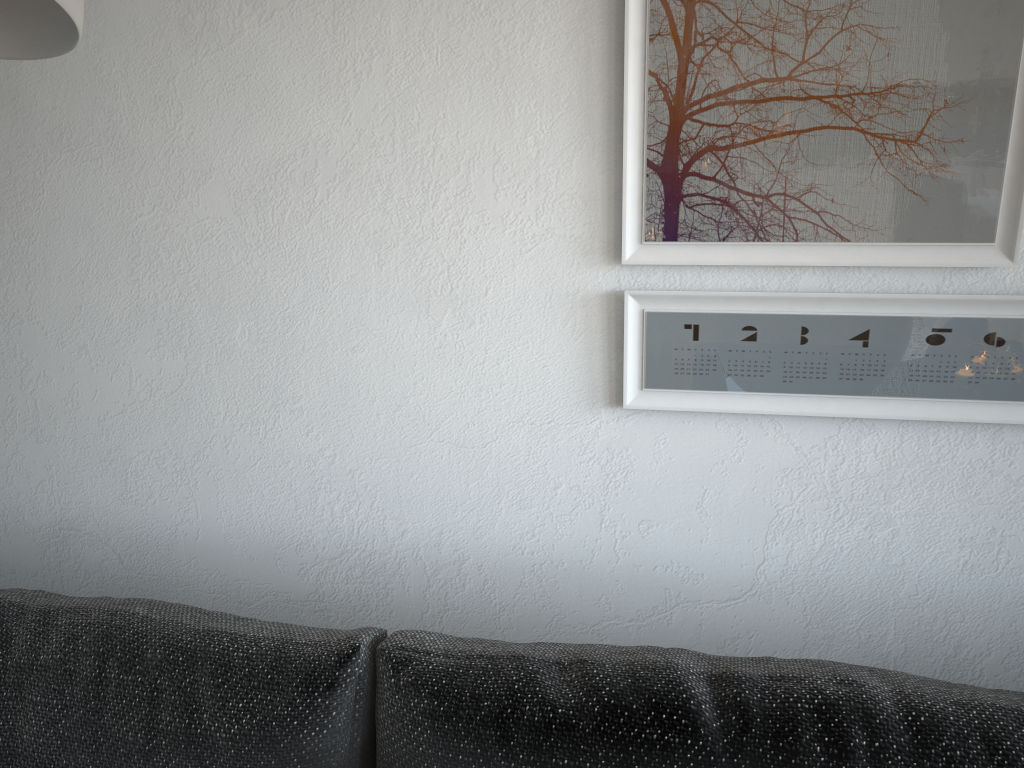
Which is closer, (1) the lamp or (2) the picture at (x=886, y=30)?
(1) the lamp

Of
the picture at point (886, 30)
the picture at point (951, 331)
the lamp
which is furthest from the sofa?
the lamp

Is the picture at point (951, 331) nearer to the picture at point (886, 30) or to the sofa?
the picture at point (886, 30)

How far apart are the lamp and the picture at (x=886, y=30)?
0.6m

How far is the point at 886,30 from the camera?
0.8 meters

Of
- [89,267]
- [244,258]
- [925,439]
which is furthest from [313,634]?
[925,439]

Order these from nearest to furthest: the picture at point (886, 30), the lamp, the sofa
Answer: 1. the lamp
2. the sofa
3. the picture at point (886, 30)

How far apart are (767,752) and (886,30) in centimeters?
67cm

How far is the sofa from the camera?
0.7m

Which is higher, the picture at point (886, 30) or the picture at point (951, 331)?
the picture at point (886, 30)
